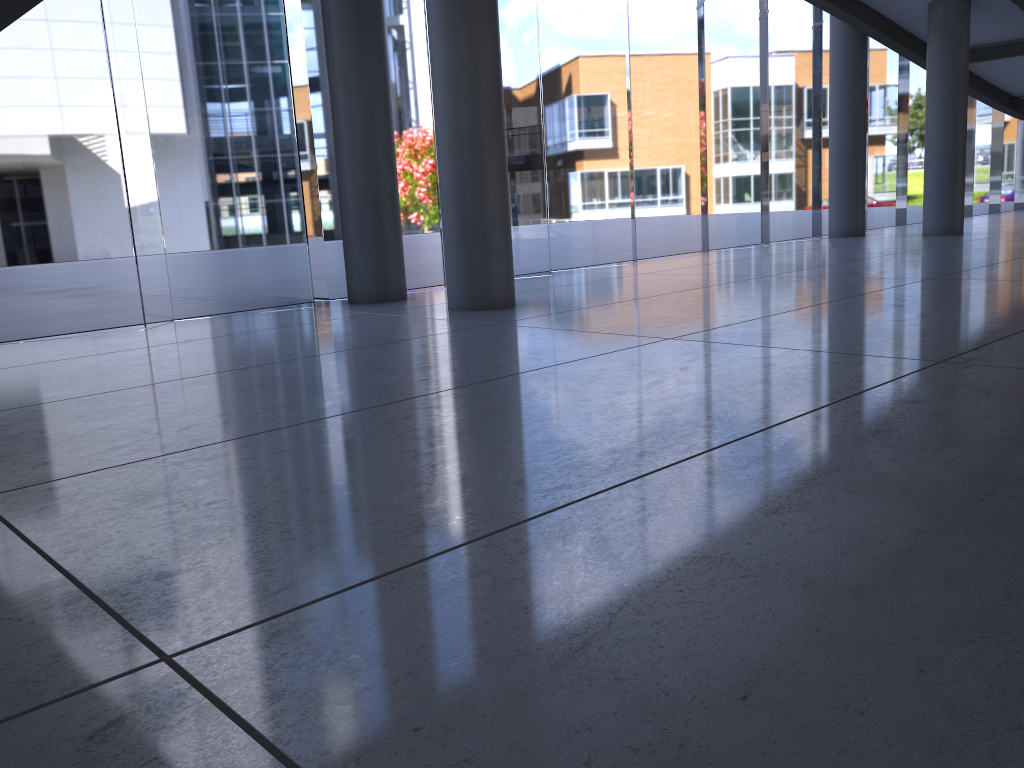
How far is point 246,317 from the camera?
10.8m

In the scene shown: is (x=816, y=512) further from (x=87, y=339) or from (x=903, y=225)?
(x=903, y=225)
